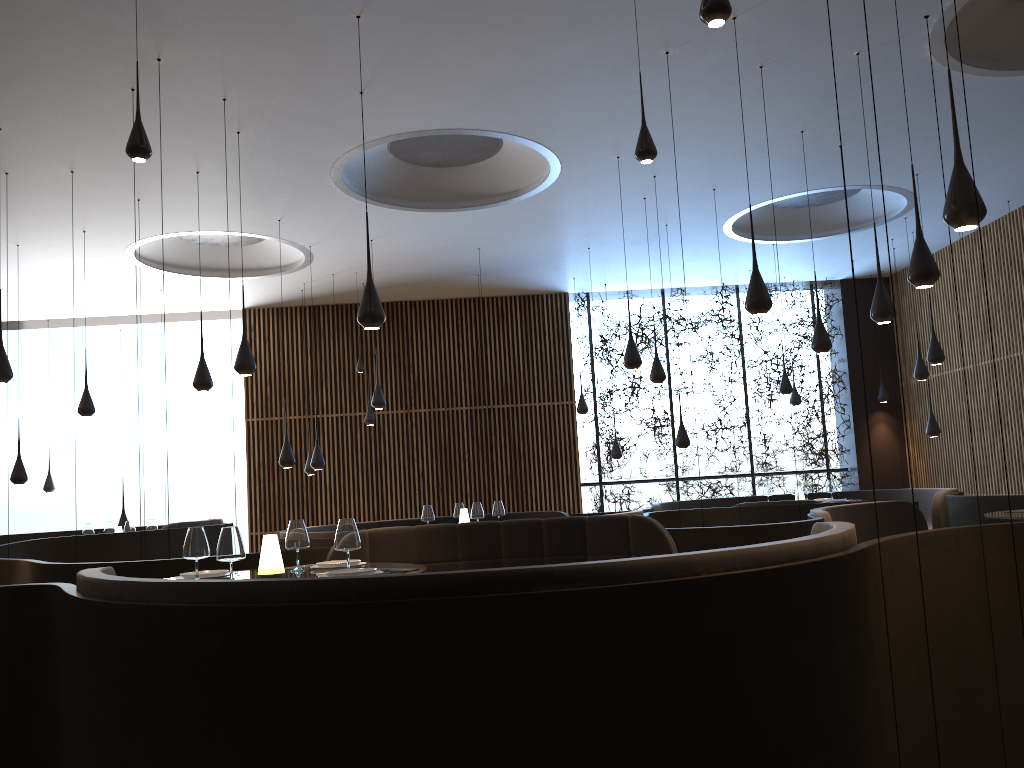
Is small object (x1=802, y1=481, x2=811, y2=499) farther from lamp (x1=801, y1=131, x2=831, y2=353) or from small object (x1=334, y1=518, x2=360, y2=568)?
small object (x1=334, y1=518, x2=360, y2=568)

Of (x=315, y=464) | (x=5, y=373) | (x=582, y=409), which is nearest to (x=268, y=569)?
(x=5, y=373)

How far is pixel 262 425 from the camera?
15.1m

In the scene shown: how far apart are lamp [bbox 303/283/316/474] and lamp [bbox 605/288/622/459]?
4.85m

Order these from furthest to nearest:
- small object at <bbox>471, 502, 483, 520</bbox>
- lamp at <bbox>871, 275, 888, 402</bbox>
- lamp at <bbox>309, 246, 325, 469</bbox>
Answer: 1. lamp at <bbox>871, 275, 888, 402</bbox>
2. lamp at <bbox>309, 246, 325, 469</bbox>
3. small object at <bbox>471, 502, 483, 520</bbox>

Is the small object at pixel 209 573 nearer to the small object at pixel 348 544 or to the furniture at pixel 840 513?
the small object at pixel 348 544

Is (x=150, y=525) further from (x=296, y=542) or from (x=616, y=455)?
(x=296, y=542)

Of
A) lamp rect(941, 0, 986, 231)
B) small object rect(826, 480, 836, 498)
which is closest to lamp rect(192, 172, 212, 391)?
lamp rect(941, 0, 986, 231)

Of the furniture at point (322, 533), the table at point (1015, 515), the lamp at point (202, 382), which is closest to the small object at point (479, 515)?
→ the furniture at point (322, 533)

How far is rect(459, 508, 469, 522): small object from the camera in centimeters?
954cm
